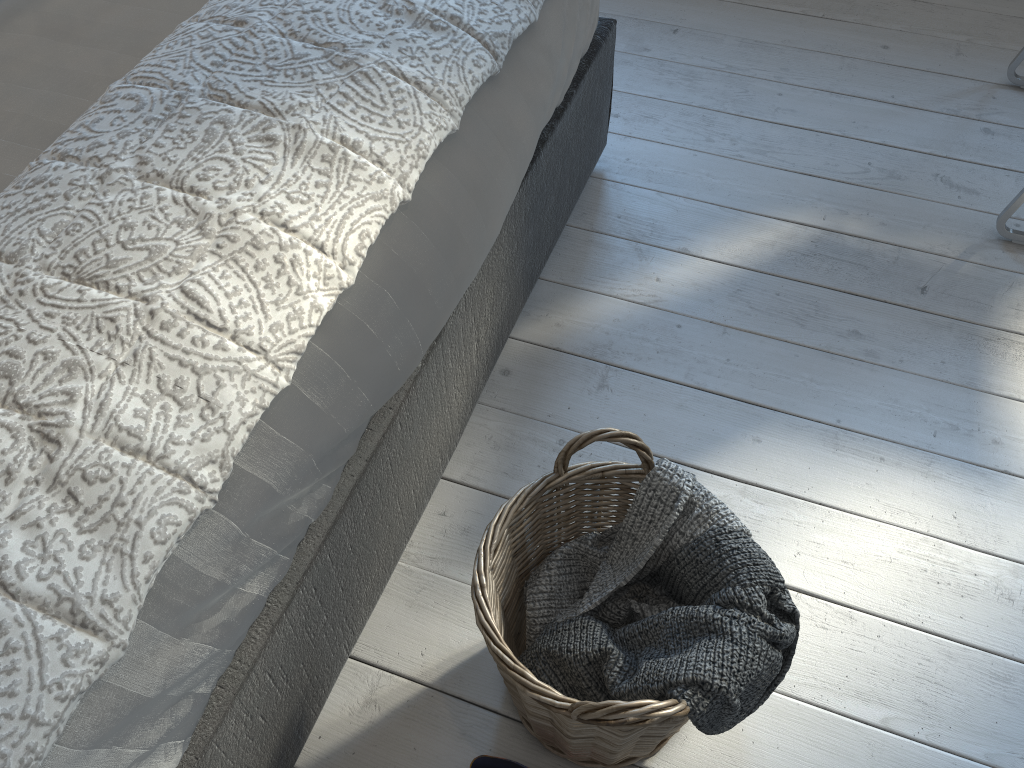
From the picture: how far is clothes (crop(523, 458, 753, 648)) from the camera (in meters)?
1.03

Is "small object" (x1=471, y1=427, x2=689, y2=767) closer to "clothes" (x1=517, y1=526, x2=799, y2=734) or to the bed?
"clothes" (x1=517, y1=526, x2=799, y2=734)

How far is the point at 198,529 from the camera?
0.8m

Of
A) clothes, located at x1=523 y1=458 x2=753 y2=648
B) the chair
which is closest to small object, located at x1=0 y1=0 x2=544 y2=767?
clothes, located at x1=523 y1=458 x2=753 y2=648

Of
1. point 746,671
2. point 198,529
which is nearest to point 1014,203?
point 746,671

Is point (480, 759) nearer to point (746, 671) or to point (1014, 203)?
point (746, 671)

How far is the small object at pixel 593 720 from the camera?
0.9m

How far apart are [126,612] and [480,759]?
0.5m

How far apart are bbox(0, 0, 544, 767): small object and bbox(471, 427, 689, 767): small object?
0.30m

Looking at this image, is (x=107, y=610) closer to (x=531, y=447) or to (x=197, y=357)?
(x=197, y=357)
